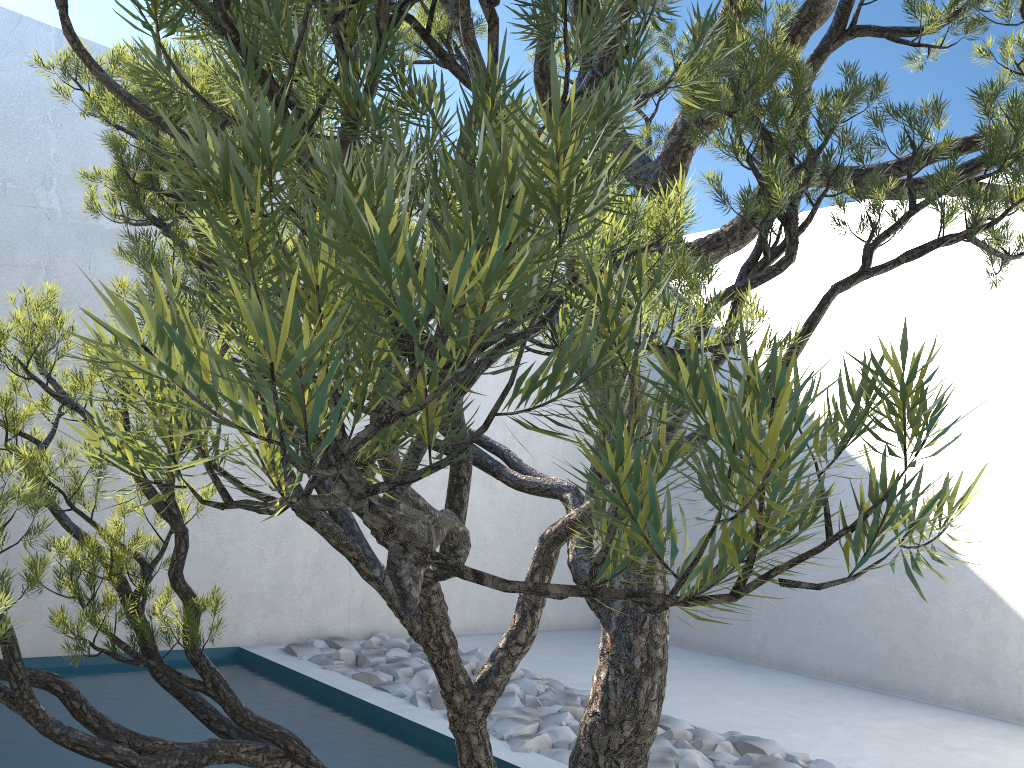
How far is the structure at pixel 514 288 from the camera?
0.24m

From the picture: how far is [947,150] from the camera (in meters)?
1.70

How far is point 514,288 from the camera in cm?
24

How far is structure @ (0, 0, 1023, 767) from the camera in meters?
0.2

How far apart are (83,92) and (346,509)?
0.95m
